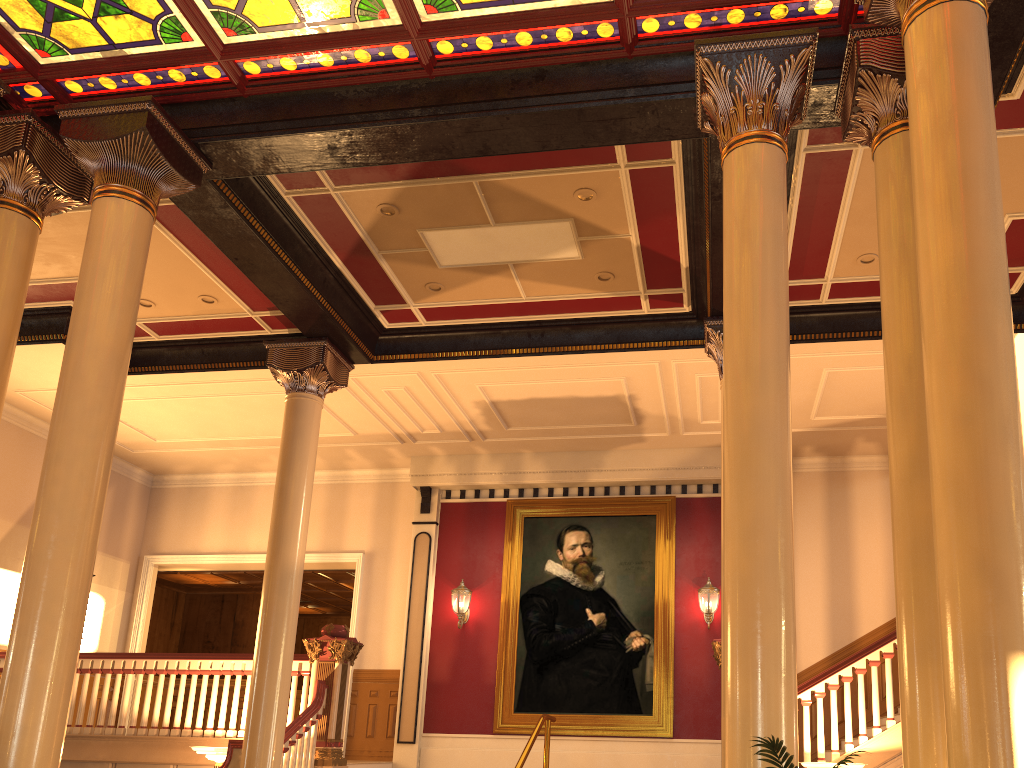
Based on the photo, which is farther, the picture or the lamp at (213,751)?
the picture

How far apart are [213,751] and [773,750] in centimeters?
642cm

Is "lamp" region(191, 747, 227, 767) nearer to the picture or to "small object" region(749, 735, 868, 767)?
the picture

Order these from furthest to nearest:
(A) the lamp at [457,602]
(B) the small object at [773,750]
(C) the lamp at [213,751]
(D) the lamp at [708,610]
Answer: (A) the lamp at [457,602], (D) the lamp at [708,610], (C) the lamp at [213,751], (B) the small object at [773,750]

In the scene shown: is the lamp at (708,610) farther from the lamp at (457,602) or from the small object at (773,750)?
the small object at (773,750)

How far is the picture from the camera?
11.6 meters

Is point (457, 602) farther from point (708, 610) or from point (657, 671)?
point (708, 610)

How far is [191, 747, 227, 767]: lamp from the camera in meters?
8.1

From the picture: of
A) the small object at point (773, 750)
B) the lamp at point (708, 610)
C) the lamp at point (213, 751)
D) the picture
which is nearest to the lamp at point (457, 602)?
the picture

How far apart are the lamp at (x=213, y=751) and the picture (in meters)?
4.53
